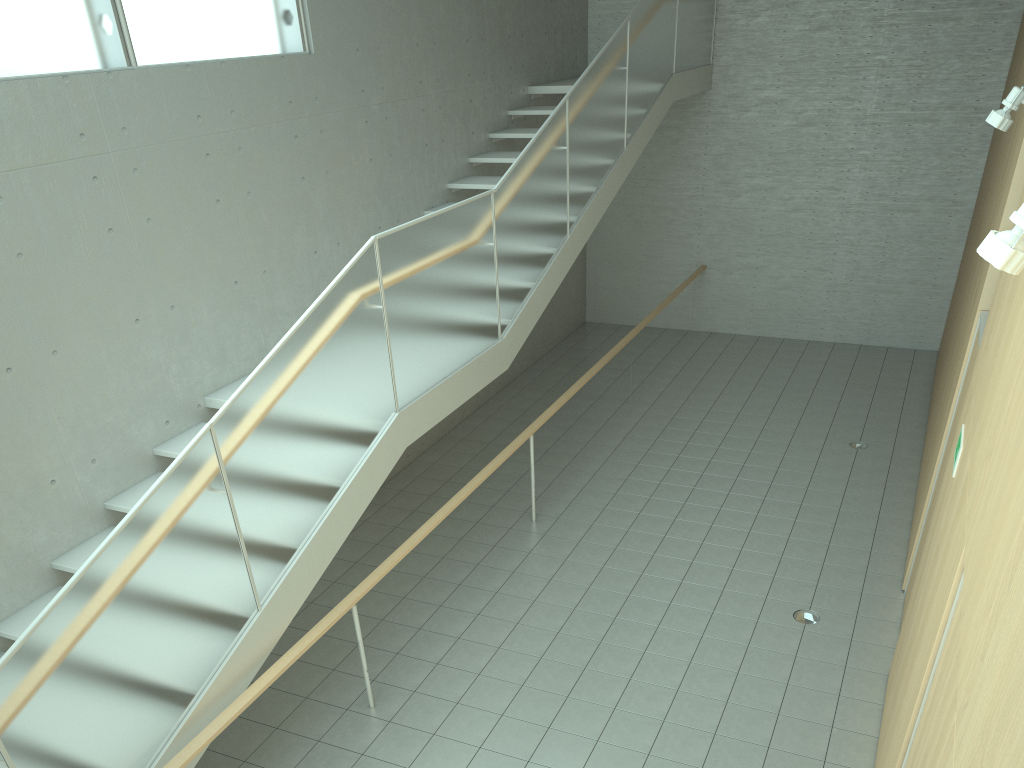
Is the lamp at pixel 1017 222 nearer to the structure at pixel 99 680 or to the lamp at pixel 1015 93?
the lamp at pixel 1015 93

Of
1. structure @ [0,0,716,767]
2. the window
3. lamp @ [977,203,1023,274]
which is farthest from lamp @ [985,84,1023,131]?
the window

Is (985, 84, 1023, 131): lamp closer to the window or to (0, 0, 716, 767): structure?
(0, 0, 716, 767): structure

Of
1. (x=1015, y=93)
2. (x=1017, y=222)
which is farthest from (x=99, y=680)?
(x=1015, y=93)

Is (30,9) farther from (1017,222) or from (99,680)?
(1017,222)

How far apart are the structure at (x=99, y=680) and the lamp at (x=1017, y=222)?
3.2 meters

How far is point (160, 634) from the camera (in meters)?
3.74

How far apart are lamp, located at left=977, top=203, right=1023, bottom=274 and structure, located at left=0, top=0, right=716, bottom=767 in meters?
3.2 m

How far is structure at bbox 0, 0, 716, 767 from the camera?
3.5m

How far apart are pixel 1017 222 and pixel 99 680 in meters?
3.6 m
